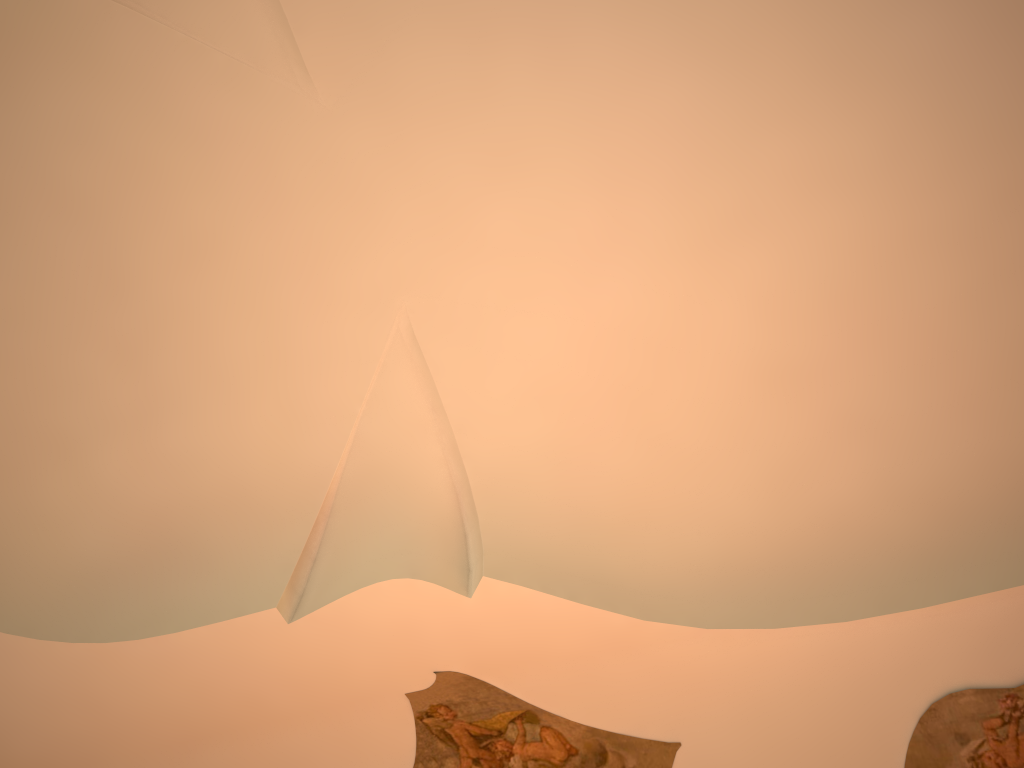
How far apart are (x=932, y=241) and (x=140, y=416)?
6.3m

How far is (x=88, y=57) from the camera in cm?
597
